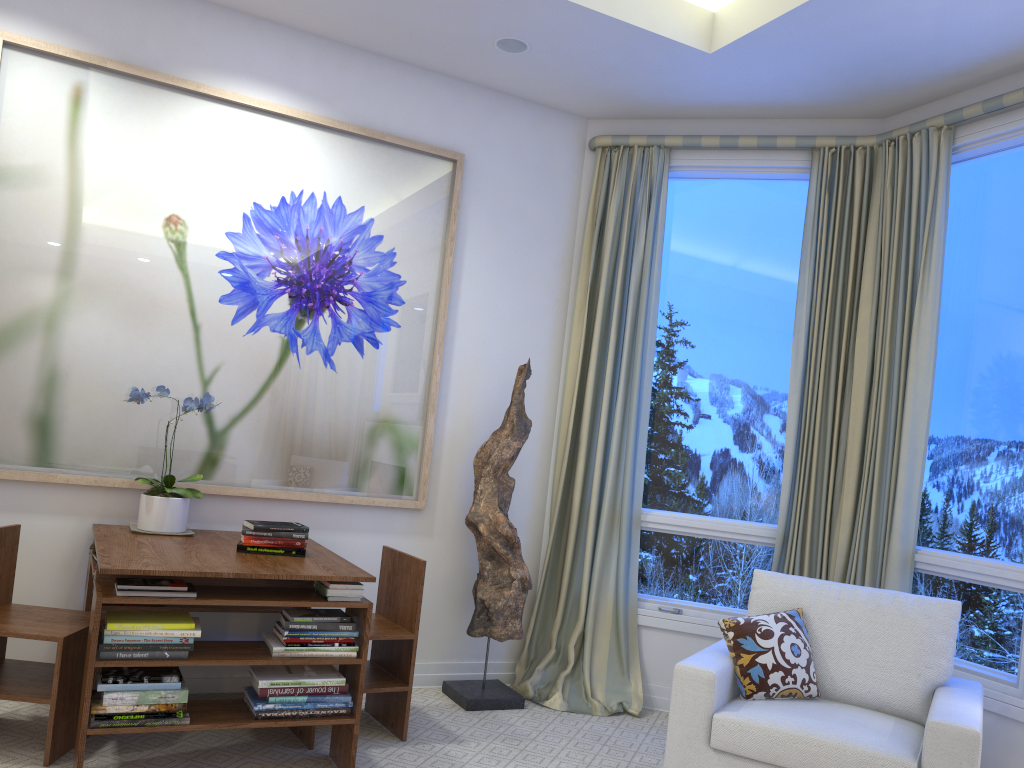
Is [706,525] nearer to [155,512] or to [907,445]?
[907,445]

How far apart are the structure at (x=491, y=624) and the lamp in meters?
1.2

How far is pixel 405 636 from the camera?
2.9m

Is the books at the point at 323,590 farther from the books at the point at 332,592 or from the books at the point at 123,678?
the books at the point at 123,678

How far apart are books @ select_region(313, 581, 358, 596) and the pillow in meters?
1.2

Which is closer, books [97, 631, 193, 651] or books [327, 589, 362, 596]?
books [97, 631, 193, 651]

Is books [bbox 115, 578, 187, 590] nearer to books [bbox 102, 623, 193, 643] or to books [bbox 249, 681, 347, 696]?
books [bbox 102, 623, 193, 643]

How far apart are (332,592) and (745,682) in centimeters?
124cm

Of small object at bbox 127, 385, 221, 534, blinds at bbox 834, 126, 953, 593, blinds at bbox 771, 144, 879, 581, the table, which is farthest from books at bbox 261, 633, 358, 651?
blinds at bbox 834, 126, 953, 593

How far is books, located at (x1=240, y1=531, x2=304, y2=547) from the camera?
2.8 meters
